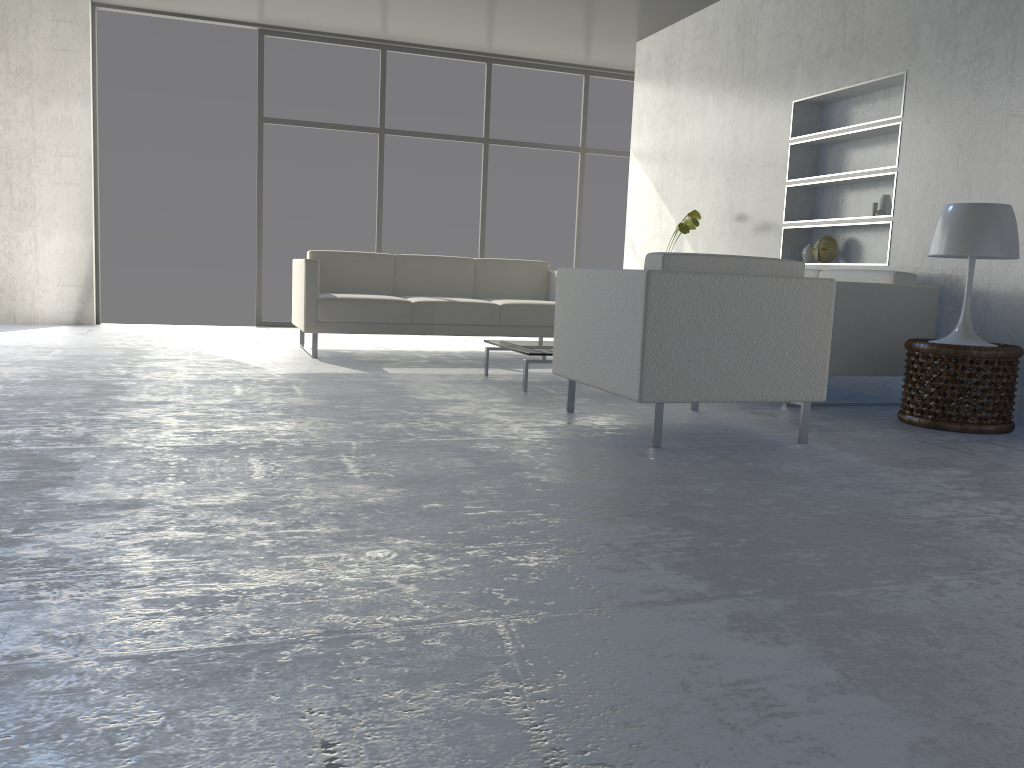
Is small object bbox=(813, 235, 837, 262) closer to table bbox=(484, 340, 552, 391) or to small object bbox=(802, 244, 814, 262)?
small object bbox=(802, 244, 814, 262)

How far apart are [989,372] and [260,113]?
6.01m

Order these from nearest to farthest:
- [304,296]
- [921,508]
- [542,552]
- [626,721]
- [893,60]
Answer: [626,721], [542,552], [921,508], [893,60], [304,296]

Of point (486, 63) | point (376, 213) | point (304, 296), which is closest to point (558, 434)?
point (304, 296)

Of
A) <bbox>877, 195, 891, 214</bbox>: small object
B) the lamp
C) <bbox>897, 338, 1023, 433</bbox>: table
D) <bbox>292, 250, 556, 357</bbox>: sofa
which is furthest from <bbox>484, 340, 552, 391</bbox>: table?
<bbox>877, 195, 891, 214</bbox>: small object

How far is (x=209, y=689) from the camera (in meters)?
→ 1.18

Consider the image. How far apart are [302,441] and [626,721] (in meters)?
1.90

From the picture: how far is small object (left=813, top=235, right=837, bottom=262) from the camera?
5.22m

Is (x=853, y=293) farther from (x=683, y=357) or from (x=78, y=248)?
(x=78, y=248)

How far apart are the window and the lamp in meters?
5.0
